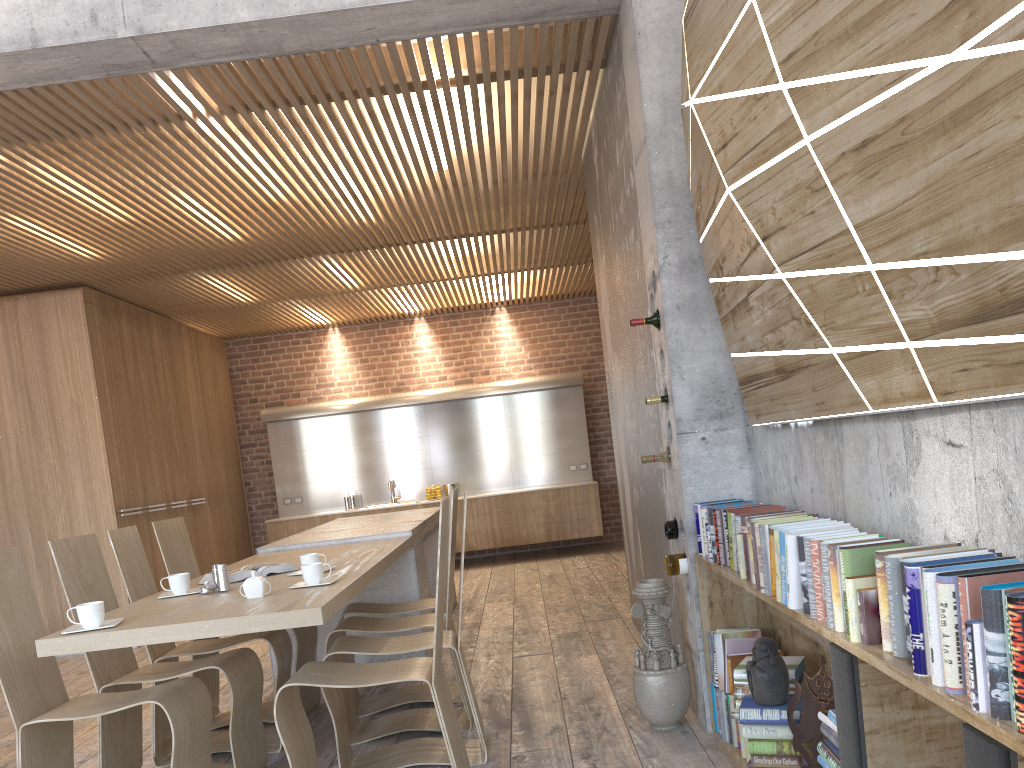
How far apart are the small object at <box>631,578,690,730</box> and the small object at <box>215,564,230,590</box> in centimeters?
175cm

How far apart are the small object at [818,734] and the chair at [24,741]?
2.1m

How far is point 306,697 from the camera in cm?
472

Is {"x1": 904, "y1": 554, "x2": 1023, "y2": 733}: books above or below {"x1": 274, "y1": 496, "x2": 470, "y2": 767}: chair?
above

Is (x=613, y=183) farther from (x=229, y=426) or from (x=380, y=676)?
(x=229, y=426)

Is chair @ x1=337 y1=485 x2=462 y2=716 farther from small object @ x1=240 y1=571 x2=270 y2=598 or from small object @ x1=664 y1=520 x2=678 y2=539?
small object @ x1=664 y1=520 x2=678 y2=539

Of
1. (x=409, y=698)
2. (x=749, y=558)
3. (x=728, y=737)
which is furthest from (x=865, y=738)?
(x=409, y=698)

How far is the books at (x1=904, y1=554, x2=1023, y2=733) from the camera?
1.4 meters

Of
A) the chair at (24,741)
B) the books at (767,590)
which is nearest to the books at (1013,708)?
the books at (767,590)

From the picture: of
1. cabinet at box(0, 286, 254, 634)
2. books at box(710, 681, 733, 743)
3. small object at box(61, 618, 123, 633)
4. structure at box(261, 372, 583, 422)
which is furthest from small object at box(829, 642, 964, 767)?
structure at box(261, 372, 583, 422)
